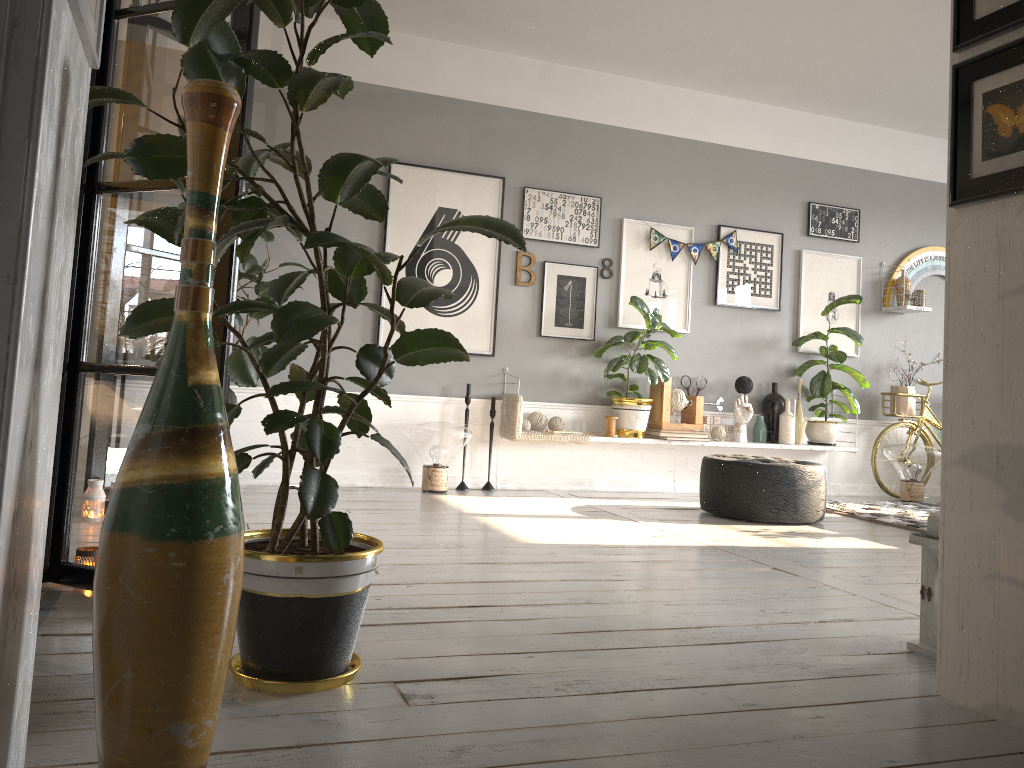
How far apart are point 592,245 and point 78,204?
4.1 meters

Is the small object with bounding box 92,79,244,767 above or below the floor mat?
above

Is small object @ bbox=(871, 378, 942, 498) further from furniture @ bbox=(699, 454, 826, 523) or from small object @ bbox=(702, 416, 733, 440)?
furniture @ bbox=(699, 454, 826, 523)

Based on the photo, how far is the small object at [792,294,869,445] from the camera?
6.6 meters

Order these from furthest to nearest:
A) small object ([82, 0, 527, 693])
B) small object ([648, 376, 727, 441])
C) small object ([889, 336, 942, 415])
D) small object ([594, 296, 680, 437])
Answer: small object ([889, 336, 942, 415]) → small object ([648, 376, 727, 441]) → small object ([594, 296, 680, 437]) → small object ([82, 0, 527, 693])

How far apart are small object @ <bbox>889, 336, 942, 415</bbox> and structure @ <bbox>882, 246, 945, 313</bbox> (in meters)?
0.62

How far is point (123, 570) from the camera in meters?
1.3

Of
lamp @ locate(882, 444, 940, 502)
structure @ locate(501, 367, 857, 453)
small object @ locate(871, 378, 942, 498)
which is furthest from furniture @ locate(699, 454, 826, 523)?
small object @ locate(871, 378, 942, 498)

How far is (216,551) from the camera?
1.3m

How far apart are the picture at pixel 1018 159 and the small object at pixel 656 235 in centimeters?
420cm
